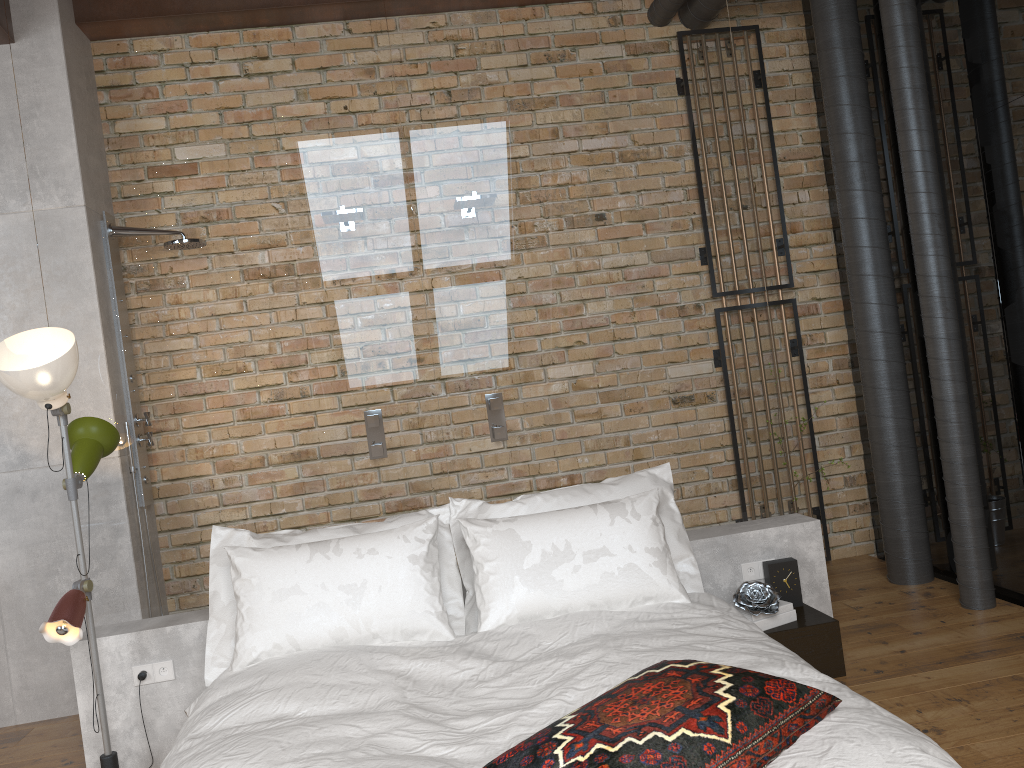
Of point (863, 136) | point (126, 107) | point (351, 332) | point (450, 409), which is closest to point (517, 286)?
point (450, 409)

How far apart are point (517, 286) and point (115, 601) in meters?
2.0

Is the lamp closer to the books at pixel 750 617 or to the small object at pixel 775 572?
the books at pixel 750 617

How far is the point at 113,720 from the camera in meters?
3.1

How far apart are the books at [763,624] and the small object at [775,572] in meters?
0.2 m

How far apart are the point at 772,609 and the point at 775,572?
0.26m

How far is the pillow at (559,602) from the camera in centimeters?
290cm

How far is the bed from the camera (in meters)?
1.93

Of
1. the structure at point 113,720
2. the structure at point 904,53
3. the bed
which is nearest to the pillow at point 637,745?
the bed

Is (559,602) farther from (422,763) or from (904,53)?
(904,53)
